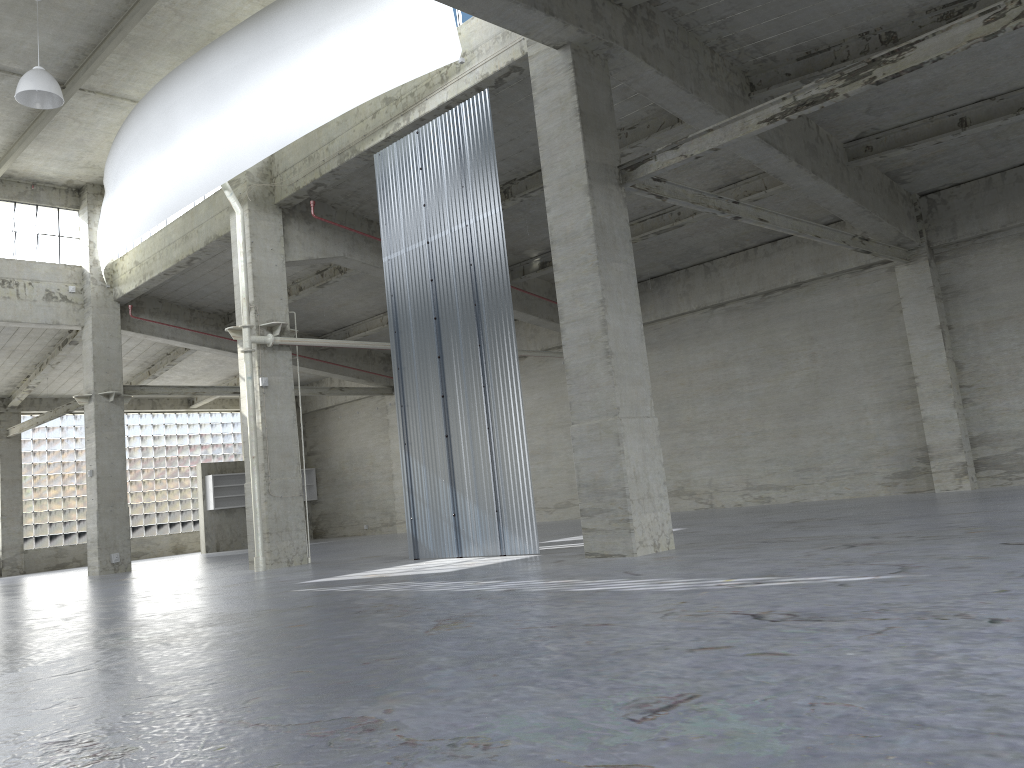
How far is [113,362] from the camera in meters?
34.6

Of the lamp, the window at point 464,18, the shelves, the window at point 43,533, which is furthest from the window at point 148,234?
the window at point 43,533

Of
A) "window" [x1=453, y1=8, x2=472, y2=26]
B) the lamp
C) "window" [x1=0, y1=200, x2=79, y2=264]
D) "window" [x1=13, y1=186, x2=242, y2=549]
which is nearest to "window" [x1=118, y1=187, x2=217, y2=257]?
"window" [x1=0, y1=200, x2=79, y2=264]

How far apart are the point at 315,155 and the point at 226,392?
17.3m

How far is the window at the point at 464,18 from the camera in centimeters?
2087cm

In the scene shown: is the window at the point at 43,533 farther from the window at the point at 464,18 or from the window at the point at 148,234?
the window at the point at 464,18

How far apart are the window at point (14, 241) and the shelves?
15.3 meters

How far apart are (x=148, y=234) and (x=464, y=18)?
18.1m

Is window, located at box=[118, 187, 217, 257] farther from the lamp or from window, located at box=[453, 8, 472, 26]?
window, located at box=[453, 8, 472, 26]

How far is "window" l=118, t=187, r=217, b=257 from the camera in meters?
33.6 m
